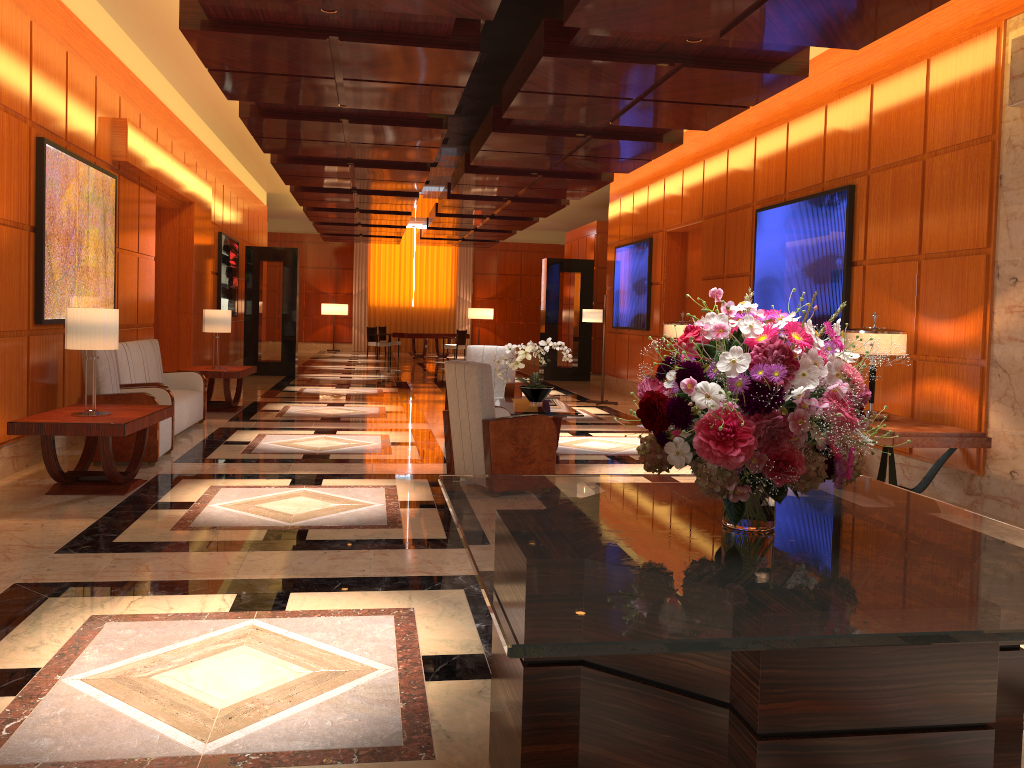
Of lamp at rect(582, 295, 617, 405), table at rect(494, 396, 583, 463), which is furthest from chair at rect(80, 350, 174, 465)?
lamp at rect(582, 295, 617, 405)

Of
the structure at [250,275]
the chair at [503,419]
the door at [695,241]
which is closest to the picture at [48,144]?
the chair at [503,419]

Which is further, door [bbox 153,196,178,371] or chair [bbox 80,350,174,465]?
door [bbox 153,196,178,371]

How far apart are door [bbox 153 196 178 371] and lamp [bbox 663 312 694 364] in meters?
6.6 m

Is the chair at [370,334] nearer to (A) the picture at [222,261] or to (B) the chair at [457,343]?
(B) the chair at [457,343]

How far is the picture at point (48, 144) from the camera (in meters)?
6.91

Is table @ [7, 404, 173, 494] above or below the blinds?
below

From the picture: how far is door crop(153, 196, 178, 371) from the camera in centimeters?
1210cm

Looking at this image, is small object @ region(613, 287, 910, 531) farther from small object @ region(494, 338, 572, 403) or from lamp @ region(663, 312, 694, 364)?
Result: lamp @ region(663, 312, 694, 364)

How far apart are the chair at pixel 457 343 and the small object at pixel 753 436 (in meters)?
21.15
